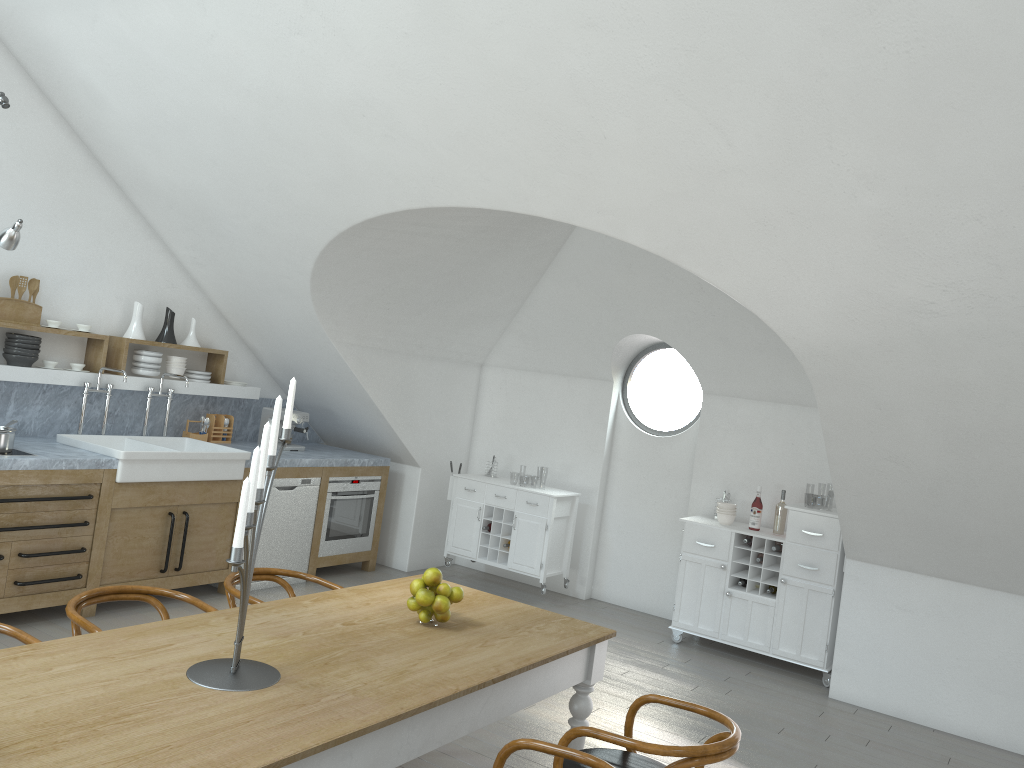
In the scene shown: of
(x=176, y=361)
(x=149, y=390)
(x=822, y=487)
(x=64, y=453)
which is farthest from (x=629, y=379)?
(x=822, y=487)

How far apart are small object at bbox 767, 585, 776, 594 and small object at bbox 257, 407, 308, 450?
3.82m

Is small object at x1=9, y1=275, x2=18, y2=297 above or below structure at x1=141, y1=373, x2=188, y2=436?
above

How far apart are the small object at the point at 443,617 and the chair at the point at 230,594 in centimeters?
89cm

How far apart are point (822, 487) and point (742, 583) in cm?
3867

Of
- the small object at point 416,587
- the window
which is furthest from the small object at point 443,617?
the window

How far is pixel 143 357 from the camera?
6.35m

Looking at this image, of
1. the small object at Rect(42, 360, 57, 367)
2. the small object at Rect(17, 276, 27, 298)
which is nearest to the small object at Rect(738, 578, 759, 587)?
the small object at Rect(42, 360, 57, 367)

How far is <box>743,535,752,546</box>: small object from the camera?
6.4 meters

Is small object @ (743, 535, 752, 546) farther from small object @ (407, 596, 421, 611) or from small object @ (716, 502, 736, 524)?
small object @ (407, 596, 421, 611)
